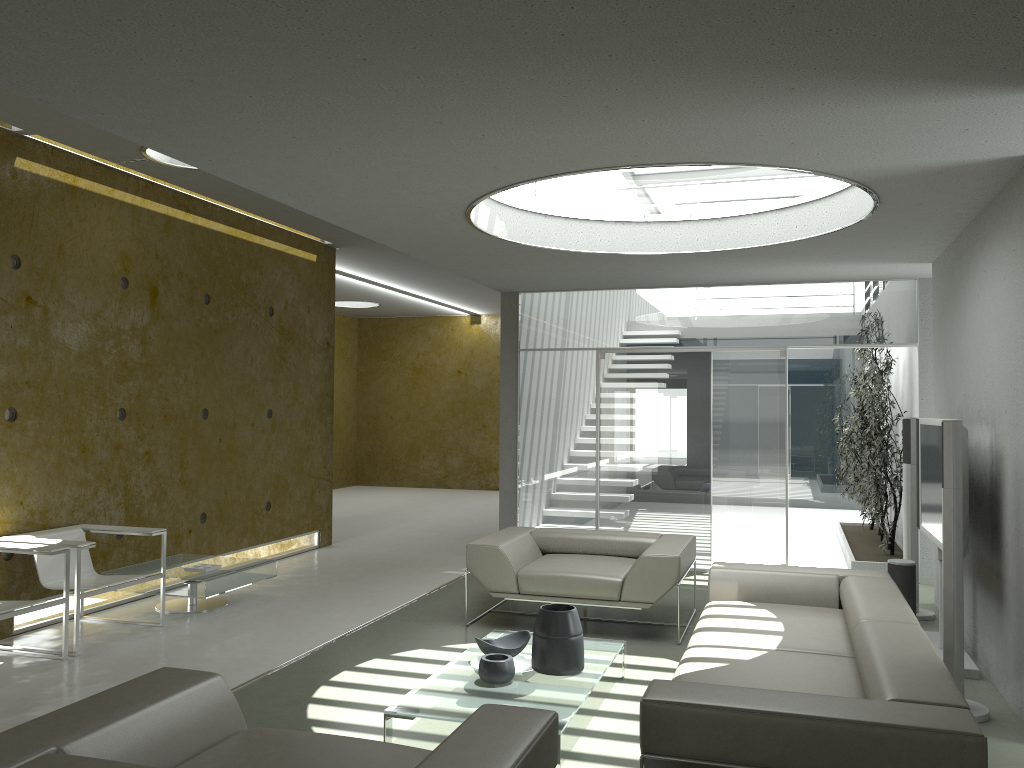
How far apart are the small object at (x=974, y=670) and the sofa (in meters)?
0.71

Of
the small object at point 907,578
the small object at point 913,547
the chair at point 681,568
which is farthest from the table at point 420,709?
the small object at point 913,547

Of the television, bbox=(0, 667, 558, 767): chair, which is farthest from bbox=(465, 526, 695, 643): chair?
bbox=(0, 667, 558, 767): chair

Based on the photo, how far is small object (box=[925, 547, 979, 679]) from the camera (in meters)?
5.02

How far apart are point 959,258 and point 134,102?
5.1m

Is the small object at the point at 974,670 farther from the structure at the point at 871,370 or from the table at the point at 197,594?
the table at the point at 197,594

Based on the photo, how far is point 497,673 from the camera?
4.2m

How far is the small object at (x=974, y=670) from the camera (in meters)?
5.02

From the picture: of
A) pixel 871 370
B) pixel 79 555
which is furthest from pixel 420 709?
pixel 871 370

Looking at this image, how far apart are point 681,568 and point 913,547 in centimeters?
200cm
